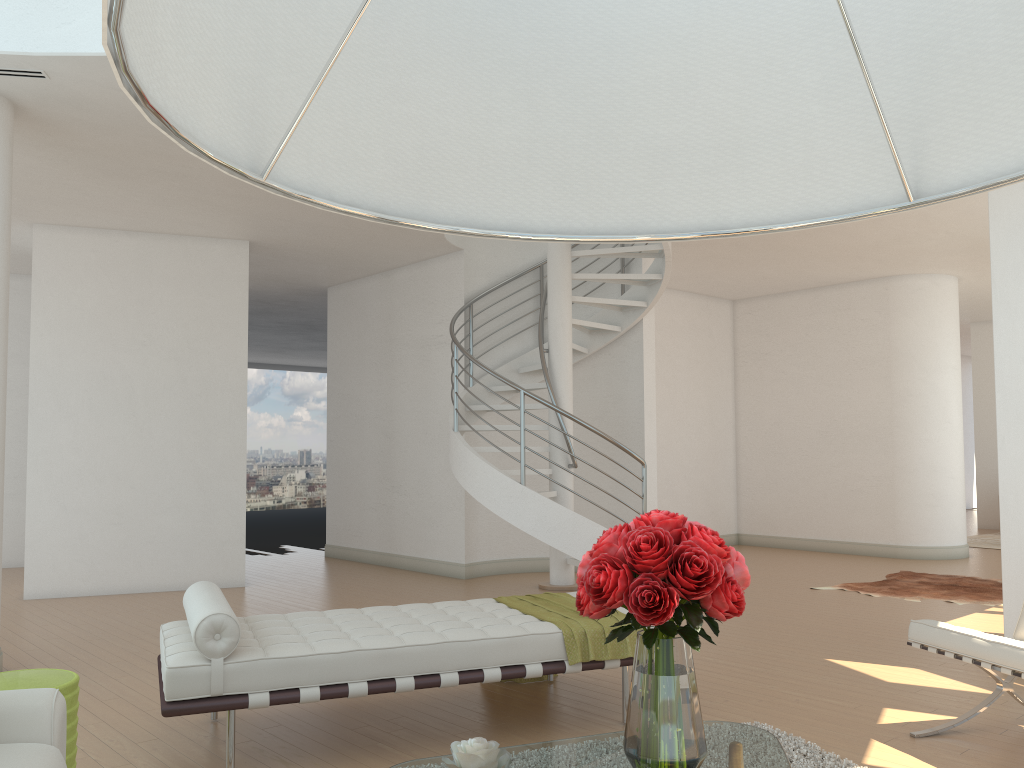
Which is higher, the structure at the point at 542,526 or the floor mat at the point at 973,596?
the structure at the point at 542,526

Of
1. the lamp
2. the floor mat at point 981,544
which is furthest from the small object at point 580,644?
the floor mat at point 981,544

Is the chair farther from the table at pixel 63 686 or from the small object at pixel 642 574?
the table at pixel 63 686

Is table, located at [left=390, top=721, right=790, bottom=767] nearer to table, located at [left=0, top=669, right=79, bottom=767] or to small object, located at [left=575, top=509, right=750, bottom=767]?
small object, located at [left=575, top=509, right=750, bottom=767]

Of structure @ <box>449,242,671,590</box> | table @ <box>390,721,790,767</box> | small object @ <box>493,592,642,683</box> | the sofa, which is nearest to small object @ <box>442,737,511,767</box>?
table @ <box>390,721,790,767</box>

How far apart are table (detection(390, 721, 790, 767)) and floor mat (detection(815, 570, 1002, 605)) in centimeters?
557cm

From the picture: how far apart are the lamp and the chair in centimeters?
325cm

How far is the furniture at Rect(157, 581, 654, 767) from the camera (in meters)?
3.42

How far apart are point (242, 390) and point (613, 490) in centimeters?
393cm

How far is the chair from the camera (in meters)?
3.45
